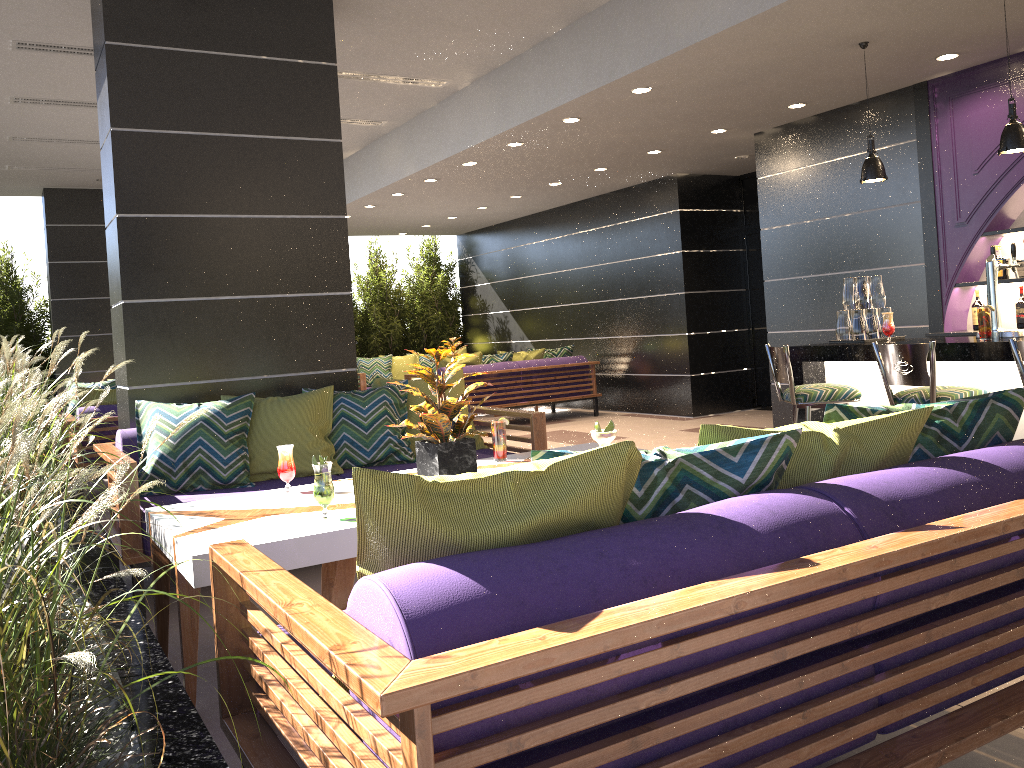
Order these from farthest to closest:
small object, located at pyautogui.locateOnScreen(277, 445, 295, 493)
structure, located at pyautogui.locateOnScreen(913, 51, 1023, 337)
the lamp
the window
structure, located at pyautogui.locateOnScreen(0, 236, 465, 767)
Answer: the window
structure, located at pyautogui.locateOnScreen(913, 51, 1023, 337)
the lamp
small object, located at pyautogui.locateOnScreen(277, 445, 295, 493)
structure, located at pyautogui.locateOnScreen(0, 236, 465, 767)

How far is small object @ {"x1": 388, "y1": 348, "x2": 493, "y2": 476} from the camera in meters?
3.3 m

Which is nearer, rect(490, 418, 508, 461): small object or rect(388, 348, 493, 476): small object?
rect(388, 348, 493, 476): small object

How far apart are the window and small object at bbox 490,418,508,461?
7.0m

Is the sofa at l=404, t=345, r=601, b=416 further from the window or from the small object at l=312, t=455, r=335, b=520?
the small object at l=312, t=455, r=335, b=520

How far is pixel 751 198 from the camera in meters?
10.2 m

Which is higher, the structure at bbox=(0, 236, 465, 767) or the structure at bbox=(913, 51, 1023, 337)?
the structure at bbox=(913, 51, 1023, 337)

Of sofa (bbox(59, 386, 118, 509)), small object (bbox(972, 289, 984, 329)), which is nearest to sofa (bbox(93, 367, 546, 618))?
sofa (bbox(59, 386, 118, 509))

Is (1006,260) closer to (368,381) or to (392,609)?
(392,609)

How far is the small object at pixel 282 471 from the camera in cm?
344
